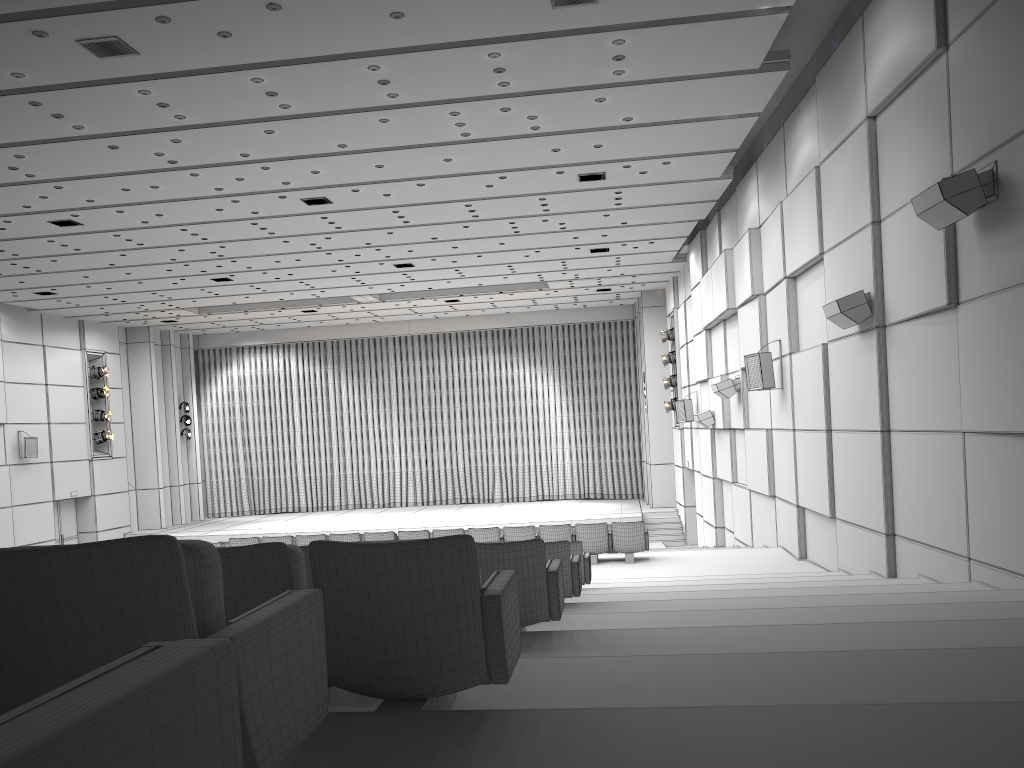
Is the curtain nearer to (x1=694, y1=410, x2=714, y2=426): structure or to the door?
the door

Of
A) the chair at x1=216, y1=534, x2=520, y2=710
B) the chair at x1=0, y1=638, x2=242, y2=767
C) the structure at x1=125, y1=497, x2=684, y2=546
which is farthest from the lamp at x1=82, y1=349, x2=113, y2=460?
the chair at x1=0, y1=638, x2=242, y2=767

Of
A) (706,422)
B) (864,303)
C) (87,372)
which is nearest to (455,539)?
(864,303)

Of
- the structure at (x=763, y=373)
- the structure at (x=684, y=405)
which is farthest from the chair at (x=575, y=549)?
the structure at (x=684, y=405)

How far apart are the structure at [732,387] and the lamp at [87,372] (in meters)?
19.10

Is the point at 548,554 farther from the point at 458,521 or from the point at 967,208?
the point at 458,521

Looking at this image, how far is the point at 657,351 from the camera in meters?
26.8 m

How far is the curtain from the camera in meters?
30.9 m

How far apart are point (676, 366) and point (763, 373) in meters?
11.3 m

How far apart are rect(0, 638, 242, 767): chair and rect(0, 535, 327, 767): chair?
0.7m
